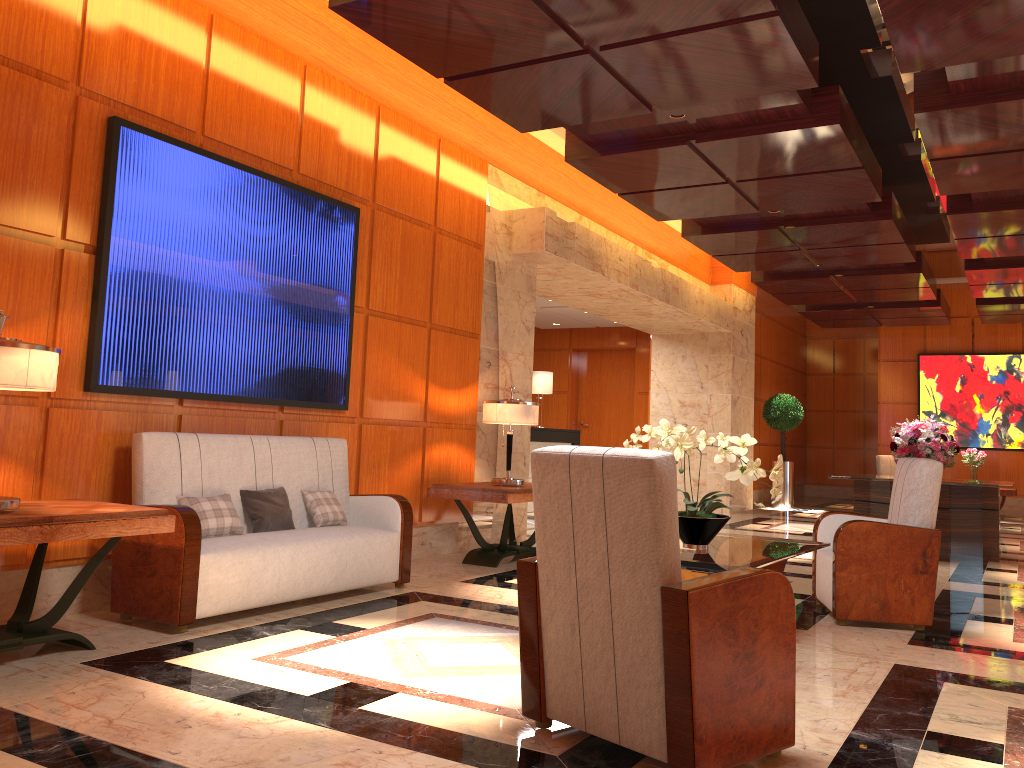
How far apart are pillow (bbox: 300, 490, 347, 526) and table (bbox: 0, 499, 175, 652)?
1.5 meters

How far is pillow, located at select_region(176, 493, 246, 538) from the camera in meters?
4.6 m

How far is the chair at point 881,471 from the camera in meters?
16.0 m

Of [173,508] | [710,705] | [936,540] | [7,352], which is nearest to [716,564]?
[710,705]

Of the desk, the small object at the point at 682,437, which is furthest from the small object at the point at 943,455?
the small object at the point at 682,437

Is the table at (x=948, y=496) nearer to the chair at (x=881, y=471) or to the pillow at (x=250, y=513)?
the pillow at (x=250, y=513)

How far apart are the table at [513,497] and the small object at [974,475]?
9.1m

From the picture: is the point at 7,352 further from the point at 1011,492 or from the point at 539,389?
the point at 1011,492

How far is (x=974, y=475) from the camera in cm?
1350

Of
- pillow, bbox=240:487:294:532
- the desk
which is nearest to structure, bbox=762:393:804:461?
the desk
